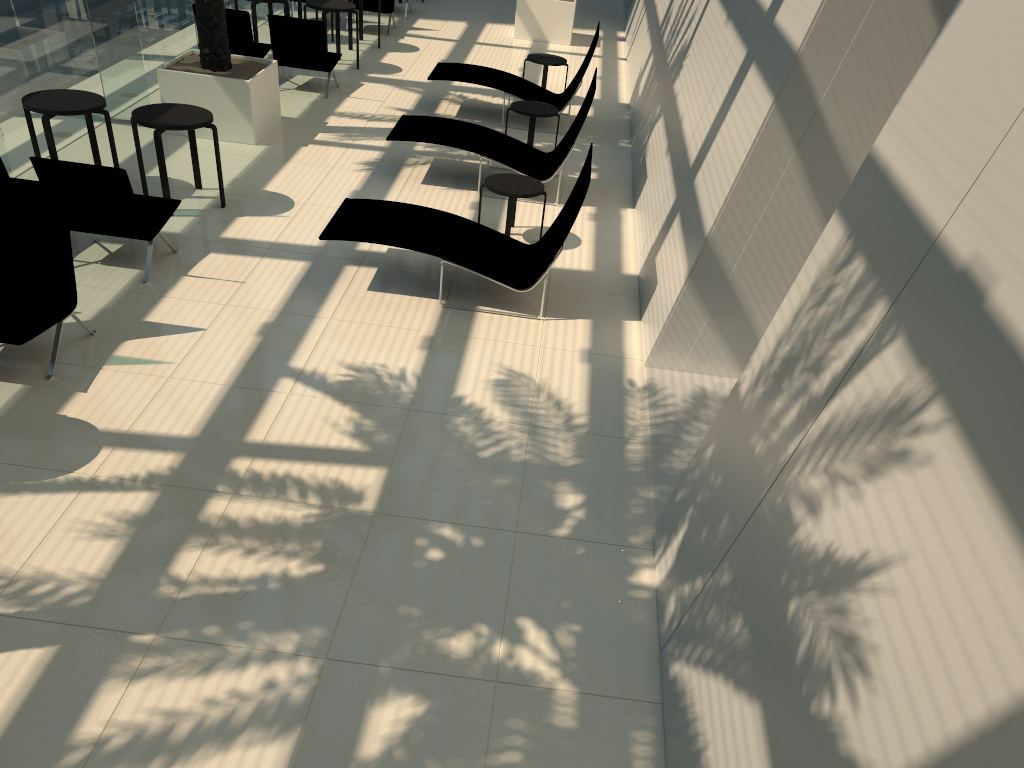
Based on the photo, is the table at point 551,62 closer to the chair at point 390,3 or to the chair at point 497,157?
the chair at point 497,157

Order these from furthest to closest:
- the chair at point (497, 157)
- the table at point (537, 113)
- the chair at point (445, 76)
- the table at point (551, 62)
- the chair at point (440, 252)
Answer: the table at point (551, 62) → the chair at point (445, 76) → the table at point (537, 113) → the chair at point (497, 157) → the chair at point (440, 252)

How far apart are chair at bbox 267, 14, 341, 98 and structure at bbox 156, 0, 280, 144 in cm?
122

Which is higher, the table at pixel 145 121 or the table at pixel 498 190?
the table at pixel 145 121

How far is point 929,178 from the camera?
3.3m

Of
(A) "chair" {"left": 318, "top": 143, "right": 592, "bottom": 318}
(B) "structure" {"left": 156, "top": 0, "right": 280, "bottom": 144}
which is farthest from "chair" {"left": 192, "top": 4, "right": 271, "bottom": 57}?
(A) "chair" {"left": 318, "top": 143, "right": 592, "bottom": 318}

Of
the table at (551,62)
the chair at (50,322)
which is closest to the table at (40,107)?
the chair at (50,322)

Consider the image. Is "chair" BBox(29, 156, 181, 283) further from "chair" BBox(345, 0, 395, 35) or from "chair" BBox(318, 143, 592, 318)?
"chair" BBox(345, 0, 395, 35)

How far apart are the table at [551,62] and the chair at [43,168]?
6.8m

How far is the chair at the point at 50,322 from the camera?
5.8m
